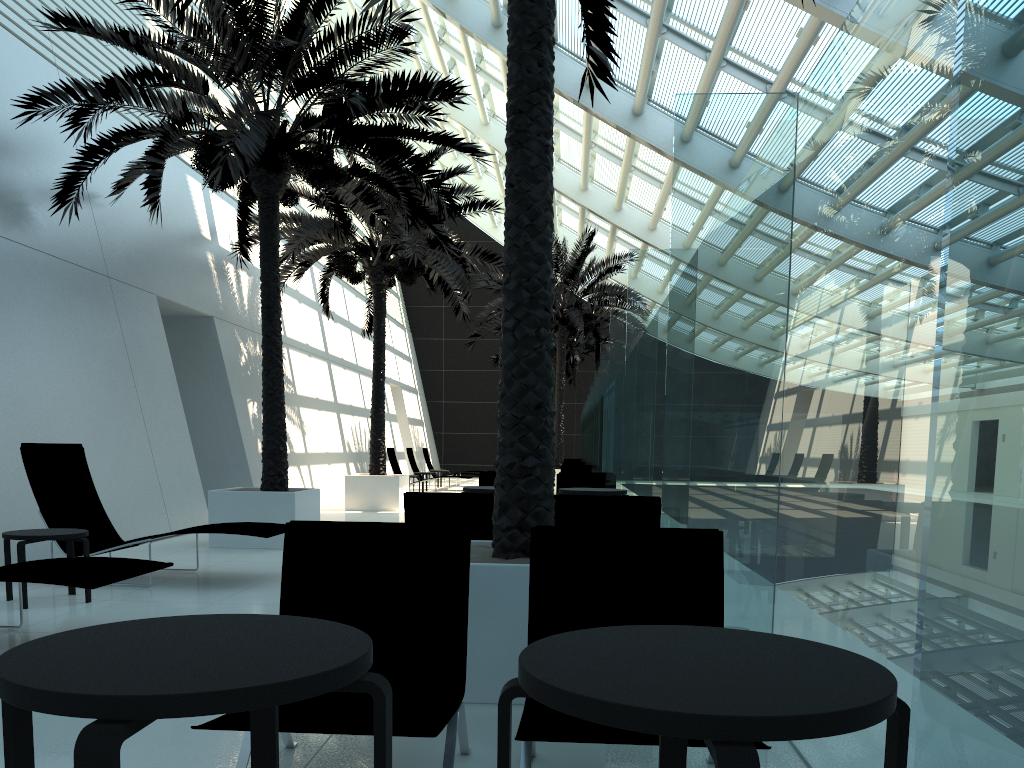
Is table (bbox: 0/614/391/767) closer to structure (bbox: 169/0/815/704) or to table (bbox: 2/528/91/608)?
structure (bbox: 169/0/815/704)

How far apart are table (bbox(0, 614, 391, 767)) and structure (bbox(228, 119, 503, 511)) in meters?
12.4 m

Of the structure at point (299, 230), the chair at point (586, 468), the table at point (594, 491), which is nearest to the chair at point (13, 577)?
the table at point (594, 491)

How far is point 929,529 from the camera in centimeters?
101cm

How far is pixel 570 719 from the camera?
2.7 meters

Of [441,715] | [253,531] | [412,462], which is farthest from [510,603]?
[412,462]

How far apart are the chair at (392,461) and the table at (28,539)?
14.97m

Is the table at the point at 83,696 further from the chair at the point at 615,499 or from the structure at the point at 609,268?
the structure at the point at 609,268

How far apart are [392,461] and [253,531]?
14.5 meters

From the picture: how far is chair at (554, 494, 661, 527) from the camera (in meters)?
5.45
